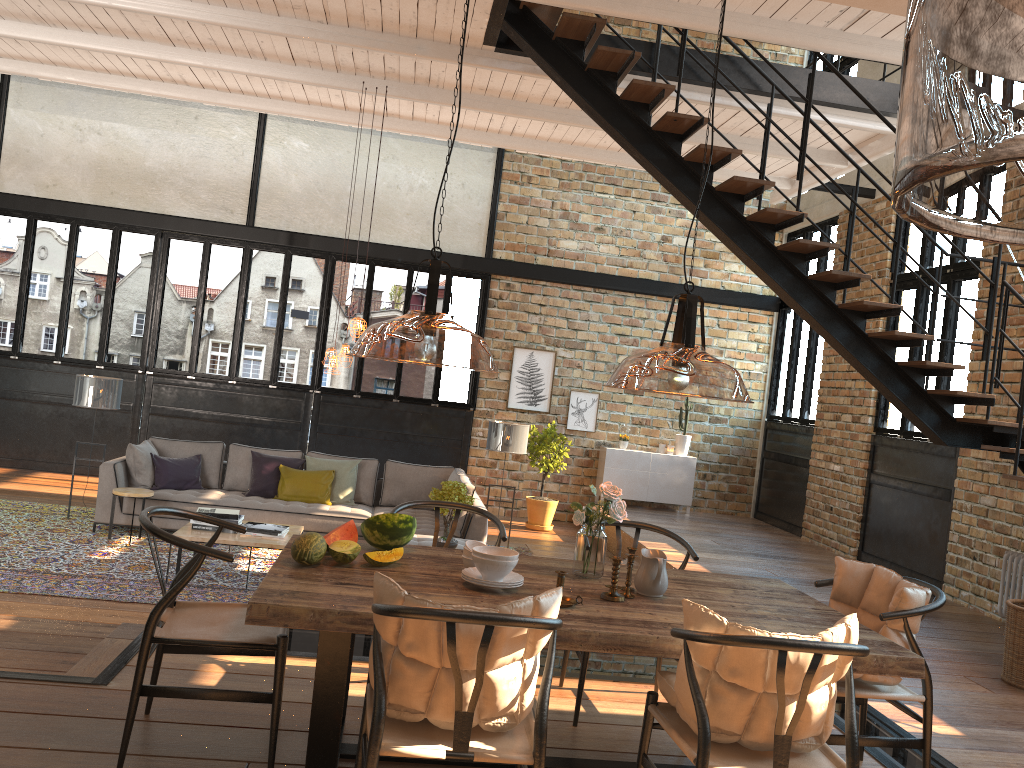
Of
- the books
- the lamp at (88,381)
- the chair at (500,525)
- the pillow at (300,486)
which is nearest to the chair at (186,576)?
the chair at (500,525)

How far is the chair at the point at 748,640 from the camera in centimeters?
251cm

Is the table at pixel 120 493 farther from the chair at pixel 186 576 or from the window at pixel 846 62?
the window at pixel 846 62

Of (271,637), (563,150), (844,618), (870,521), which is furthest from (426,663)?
(870,521)

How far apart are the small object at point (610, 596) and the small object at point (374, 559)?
0.8 meters

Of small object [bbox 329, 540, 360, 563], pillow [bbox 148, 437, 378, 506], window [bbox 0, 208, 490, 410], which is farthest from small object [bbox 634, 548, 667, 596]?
window [bbox 0, 208, 490, 410]

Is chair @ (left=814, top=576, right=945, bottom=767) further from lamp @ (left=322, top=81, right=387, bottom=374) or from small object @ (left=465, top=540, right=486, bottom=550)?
lamp @ (left=322, top=81, right=387, bottom=374)

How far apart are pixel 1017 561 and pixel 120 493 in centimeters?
756cm

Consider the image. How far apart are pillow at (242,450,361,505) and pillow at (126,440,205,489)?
0.52m

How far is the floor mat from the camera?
6.4 meters
